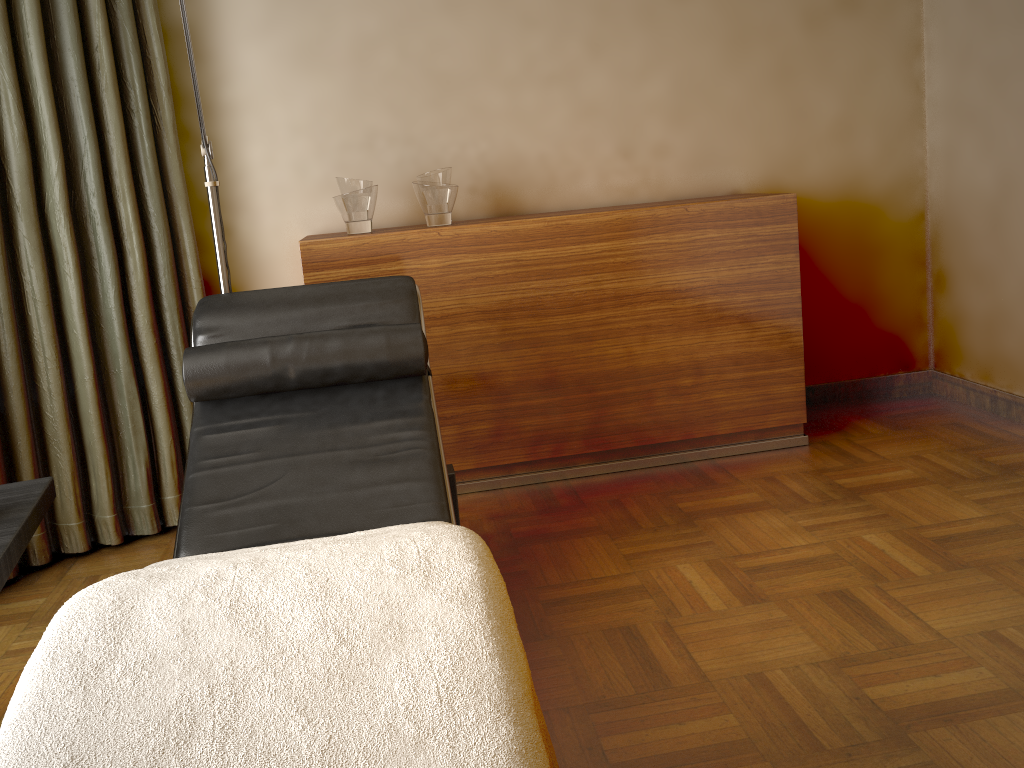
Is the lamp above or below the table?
above

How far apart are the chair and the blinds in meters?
0.6 m

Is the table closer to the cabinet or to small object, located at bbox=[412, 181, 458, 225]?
the cabinet

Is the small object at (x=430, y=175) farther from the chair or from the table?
the table

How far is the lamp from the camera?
2.42m

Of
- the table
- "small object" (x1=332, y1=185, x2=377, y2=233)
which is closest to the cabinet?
"small object" (x1=332, y1=185, x2=377, y2=233)

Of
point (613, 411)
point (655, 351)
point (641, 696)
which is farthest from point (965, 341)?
point (641, 696)

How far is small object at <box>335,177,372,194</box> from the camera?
2.84m

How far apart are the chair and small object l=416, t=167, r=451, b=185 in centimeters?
68cm

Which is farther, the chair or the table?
the chair
